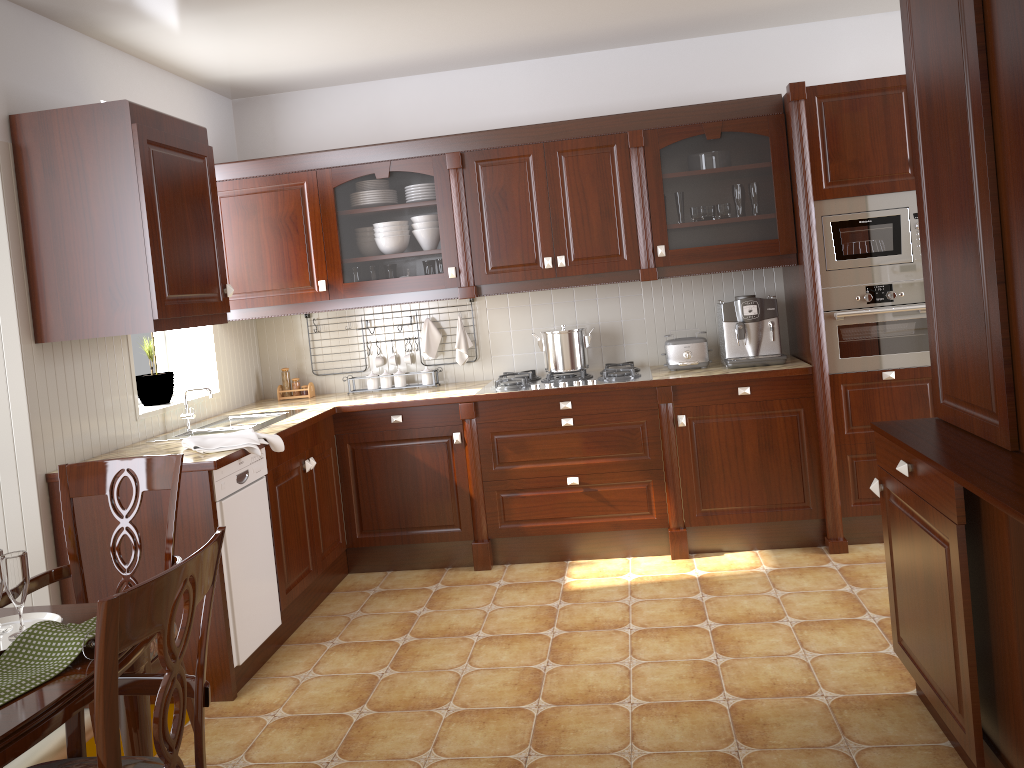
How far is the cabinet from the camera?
2.9m

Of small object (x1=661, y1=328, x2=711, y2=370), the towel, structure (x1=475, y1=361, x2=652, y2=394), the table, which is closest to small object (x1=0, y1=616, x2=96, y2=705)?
the table

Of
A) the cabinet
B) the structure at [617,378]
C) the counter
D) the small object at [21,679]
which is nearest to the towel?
the counter

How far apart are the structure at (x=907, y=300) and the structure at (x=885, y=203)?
0.0m

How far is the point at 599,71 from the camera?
4.42m

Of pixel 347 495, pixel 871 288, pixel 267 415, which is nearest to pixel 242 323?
pixel 267 415

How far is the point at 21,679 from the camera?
1.4 meters

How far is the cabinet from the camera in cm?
294

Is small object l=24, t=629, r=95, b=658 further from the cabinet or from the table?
the cabinet

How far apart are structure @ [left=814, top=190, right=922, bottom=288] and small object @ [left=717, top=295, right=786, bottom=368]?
0.29m
